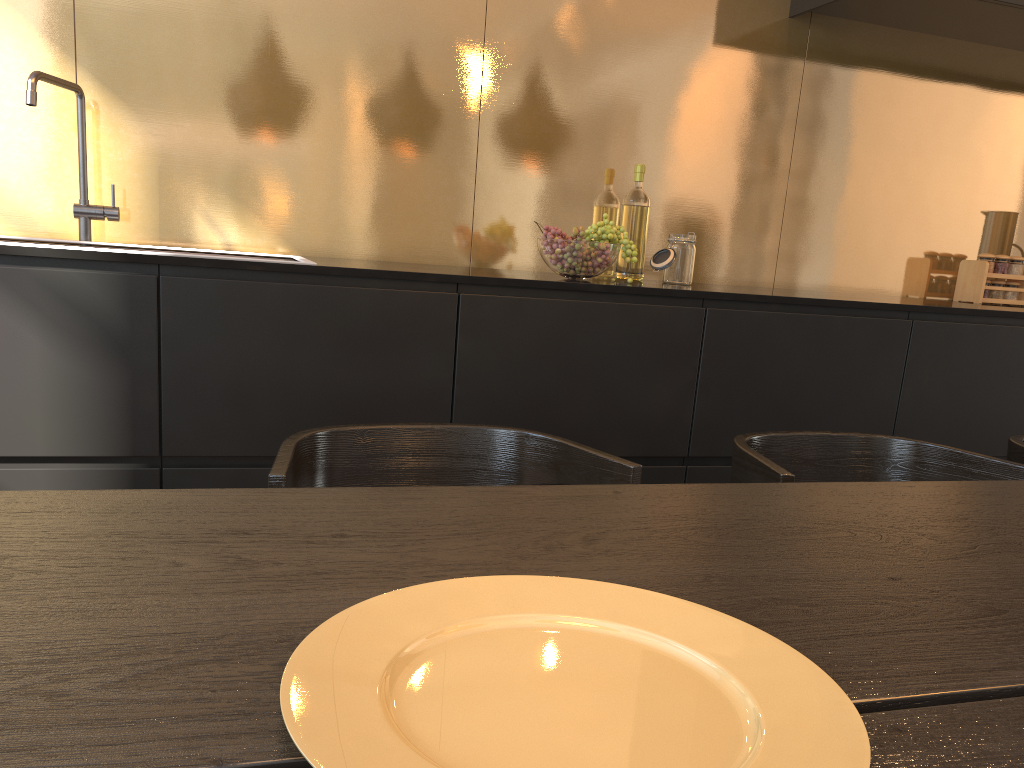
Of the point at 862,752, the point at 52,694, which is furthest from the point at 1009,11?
the point at 52,694

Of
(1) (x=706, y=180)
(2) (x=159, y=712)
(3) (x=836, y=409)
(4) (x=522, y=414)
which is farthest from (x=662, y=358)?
(2) (x=159, y=712)

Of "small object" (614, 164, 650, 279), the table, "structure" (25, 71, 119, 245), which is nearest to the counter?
"small object" (614, 164, 650, 279)

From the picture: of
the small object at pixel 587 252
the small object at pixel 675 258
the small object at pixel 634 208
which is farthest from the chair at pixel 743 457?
the small object at pixel 634 208

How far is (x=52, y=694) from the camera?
0.5 meters

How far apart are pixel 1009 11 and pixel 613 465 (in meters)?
2.36

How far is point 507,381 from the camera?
2.07m

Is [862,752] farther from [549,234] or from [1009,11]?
[1009,11]

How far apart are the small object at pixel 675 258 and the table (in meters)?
1.40

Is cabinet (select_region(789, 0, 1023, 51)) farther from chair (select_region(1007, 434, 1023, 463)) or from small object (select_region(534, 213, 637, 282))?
chair (select_region(1007, 434, 1023, 463))
